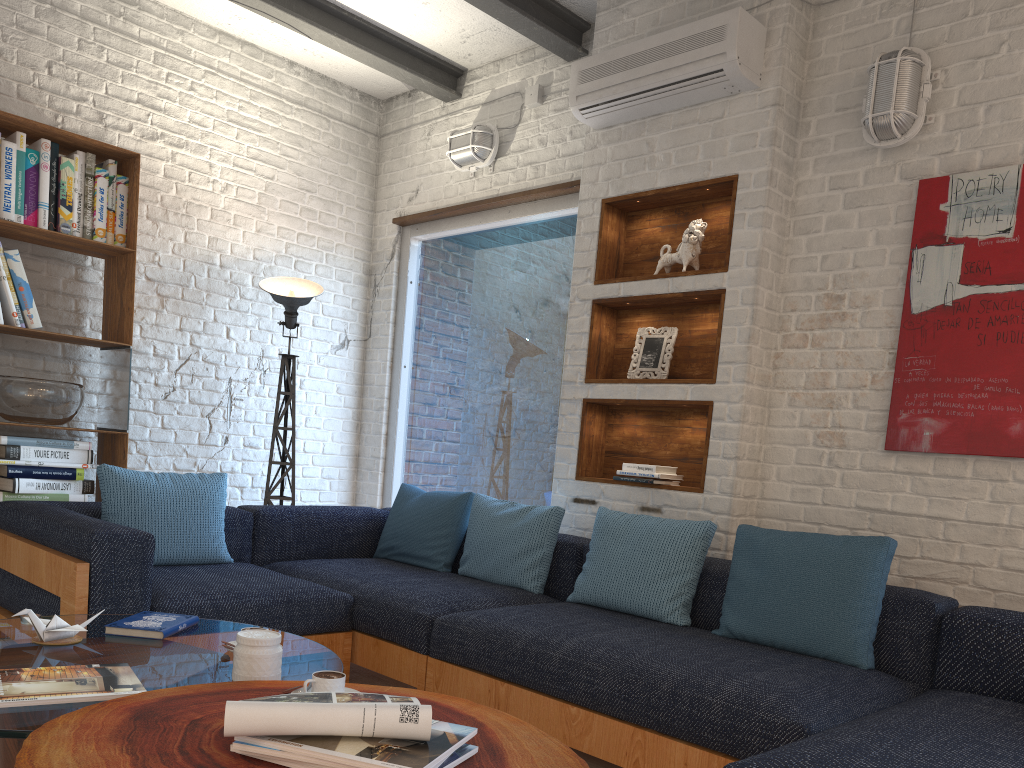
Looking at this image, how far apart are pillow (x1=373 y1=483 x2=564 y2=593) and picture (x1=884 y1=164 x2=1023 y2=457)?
1.3 meters

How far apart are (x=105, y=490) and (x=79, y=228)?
1.37m

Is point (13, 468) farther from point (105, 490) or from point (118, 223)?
point (118, 223)

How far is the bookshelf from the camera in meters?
3.9

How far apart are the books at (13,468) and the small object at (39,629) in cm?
186

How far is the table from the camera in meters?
1.3 m

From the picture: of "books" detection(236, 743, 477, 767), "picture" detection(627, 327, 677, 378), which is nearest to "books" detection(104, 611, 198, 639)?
"books" detection(236, 743, 477, 767)

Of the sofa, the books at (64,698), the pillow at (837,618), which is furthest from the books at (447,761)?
the pillow at (837,618)

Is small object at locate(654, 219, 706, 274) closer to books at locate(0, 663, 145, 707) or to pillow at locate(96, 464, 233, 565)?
pillow at locate(96, 464, 233, 565)

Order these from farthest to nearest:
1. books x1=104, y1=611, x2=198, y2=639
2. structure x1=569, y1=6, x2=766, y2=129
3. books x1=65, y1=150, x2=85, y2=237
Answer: books x1=65, y1=150, x2=85, y2=237 → structure x1=569, y1=6, x2=766, y2=129 → books x1=104, y1=611, x2=198, y2=639
